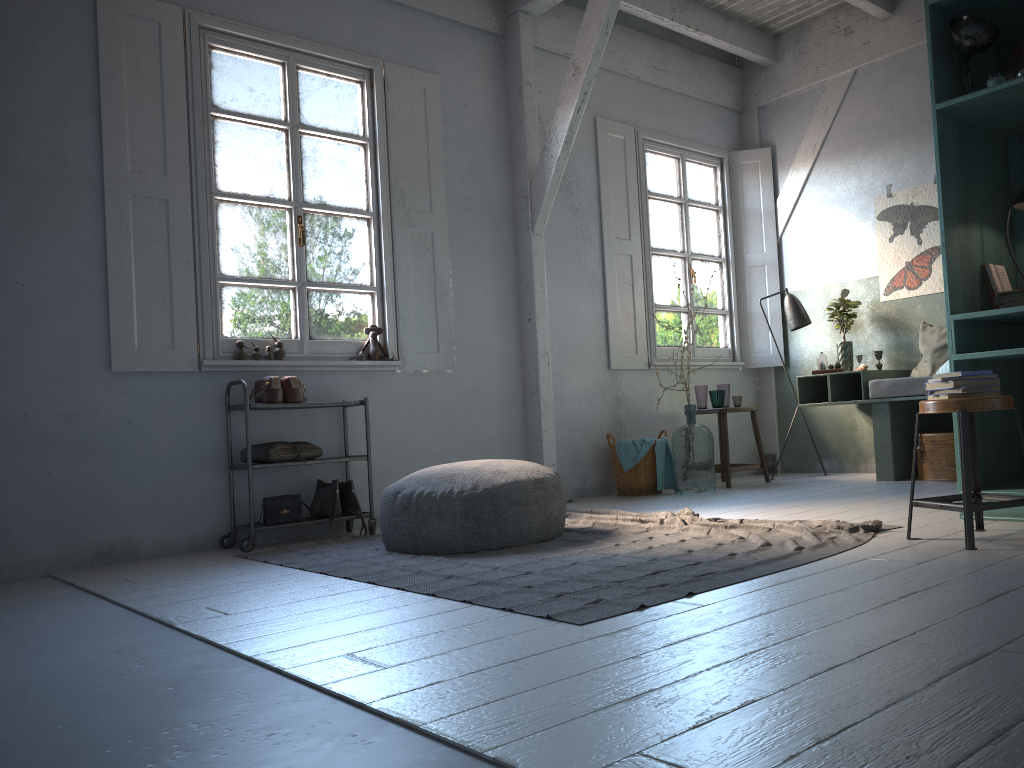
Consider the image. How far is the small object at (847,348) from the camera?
7.57m

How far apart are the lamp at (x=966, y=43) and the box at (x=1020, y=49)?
0.1 meters

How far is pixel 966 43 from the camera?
4.3m

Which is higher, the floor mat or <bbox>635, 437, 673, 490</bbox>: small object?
<bbox>635, 437, 673, 490</bbox>: small object

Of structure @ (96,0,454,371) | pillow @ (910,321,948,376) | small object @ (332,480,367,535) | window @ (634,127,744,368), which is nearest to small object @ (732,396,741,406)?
window @ (634,127,744,368)

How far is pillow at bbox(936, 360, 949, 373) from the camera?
6.7 meters

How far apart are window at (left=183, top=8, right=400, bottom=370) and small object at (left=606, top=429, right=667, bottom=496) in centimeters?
203cm

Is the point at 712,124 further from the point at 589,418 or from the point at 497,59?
the point at 589,418

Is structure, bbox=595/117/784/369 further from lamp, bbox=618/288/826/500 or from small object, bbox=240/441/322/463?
small object, bbox=240/441/322/463

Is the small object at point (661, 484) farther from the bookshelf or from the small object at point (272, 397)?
the small object at point (272, 397)
